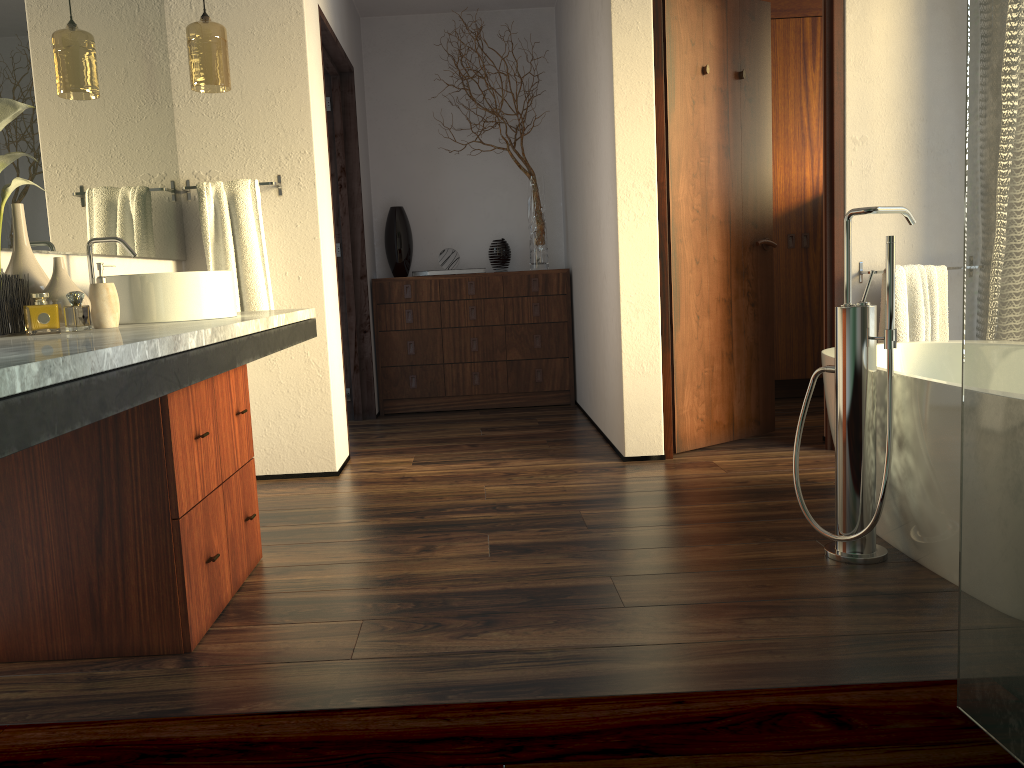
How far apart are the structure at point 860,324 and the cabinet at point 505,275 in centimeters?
277cm

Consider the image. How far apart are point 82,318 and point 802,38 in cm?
777

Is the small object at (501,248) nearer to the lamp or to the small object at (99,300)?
the lamp

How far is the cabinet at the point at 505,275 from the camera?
5.08m

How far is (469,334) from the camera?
5.1m

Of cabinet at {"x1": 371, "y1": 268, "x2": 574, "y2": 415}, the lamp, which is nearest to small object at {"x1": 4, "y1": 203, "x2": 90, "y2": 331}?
the lamp

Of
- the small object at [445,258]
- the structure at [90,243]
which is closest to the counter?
the structure at [90,243]

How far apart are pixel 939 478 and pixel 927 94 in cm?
206

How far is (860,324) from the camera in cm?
224

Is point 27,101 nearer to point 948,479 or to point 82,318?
point 948,479
